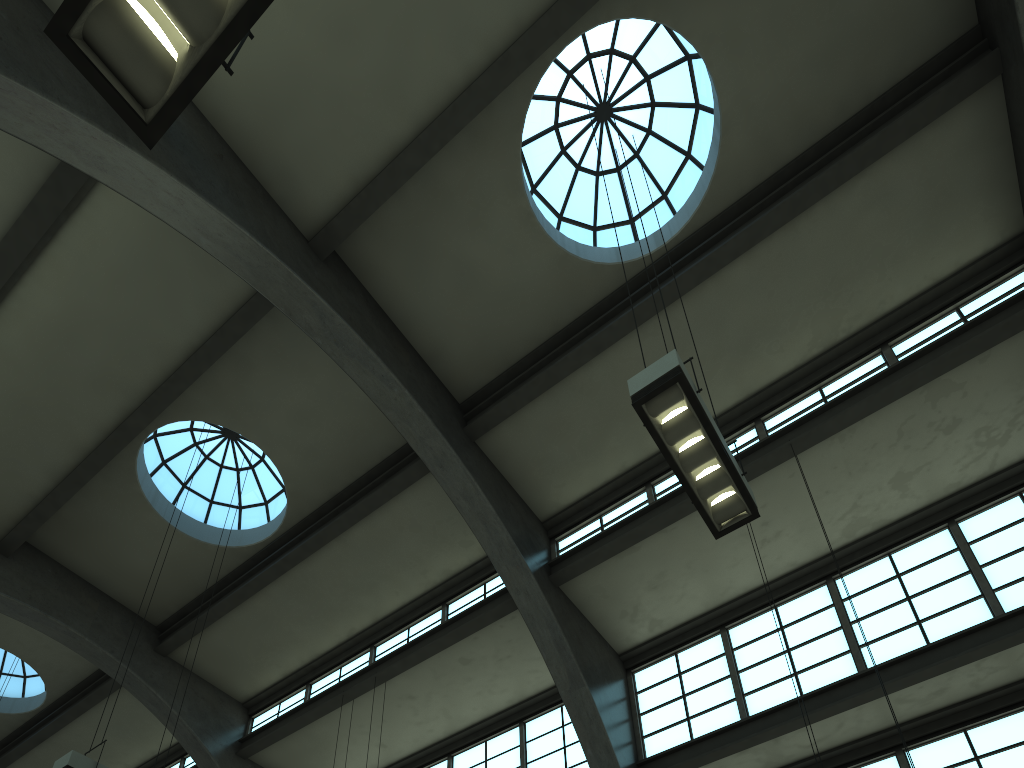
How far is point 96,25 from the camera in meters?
3.3

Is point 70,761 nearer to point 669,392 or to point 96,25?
point 669,392

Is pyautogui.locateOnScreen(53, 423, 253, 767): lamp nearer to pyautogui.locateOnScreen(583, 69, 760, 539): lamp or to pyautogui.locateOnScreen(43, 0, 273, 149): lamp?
pyautogui.locateOnScreen(583, 69, 760, 539): lamp

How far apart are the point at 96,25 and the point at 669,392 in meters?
4.5 m

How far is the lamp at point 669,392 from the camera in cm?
638

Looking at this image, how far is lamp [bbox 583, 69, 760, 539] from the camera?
6.4 meters

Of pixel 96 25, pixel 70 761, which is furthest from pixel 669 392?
pixel 70 761

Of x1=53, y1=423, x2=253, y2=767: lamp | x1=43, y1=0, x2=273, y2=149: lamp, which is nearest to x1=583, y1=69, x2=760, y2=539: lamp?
x1=43, y1=0, x2=273, y2=149: lamp

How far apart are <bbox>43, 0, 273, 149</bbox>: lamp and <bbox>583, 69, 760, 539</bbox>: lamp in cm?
378

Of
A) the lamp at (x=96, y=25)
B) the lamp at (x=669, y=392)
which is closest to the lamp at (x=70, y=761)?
the lamp at (x=669, y=392)
